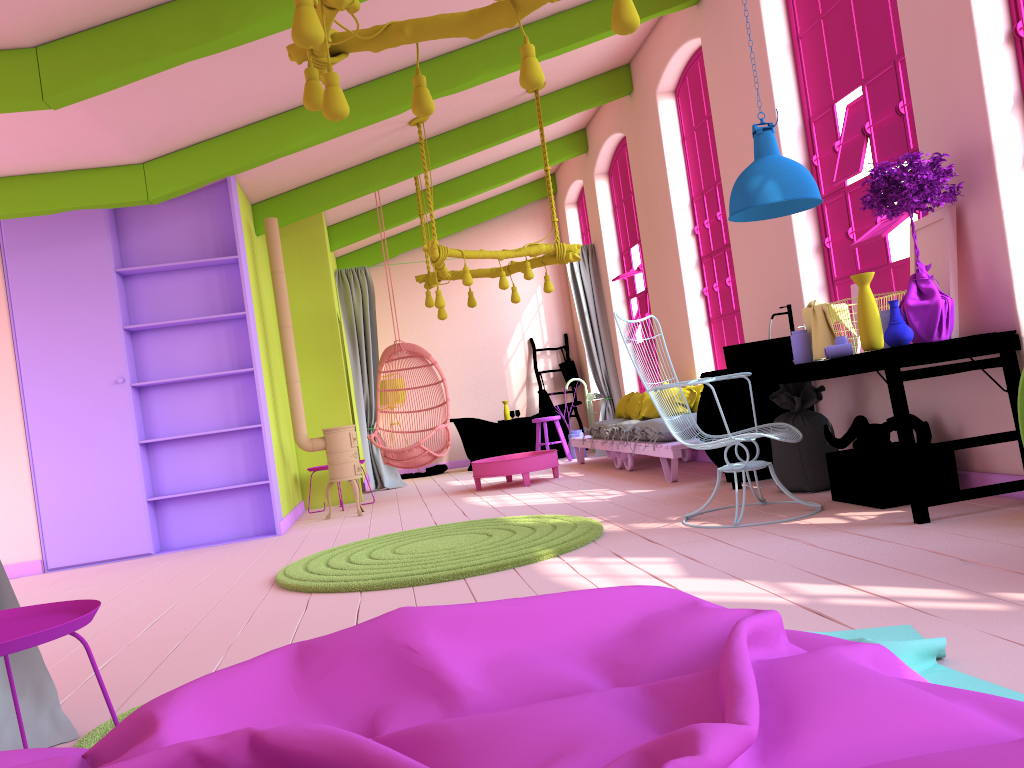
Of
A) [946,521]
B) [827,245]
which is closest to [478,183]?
[827,245]

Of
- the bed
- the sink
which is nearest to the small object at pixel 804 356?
the sink

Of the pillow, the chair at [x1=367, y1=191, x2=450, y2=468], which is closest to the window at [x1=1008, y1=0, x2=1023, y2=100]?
the pillow

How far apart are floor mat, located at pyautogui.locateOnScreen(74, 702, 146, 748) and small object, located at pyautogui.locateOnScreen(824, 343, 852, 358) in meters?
3.8

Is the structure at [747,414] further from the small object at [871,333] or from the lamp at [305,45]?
the lamp at [305,45]

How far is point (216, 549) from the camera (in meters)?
7.00

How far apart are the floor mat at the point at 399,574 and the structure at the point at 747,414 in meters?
1.5

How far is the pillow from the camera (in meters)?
8.11

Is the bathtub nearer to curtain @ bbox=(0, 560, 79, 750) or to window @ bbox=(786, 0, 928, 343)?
window @ bbox=(786, 0, 928, 343)

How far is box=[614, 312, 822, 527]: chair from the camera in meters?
4.7 m
